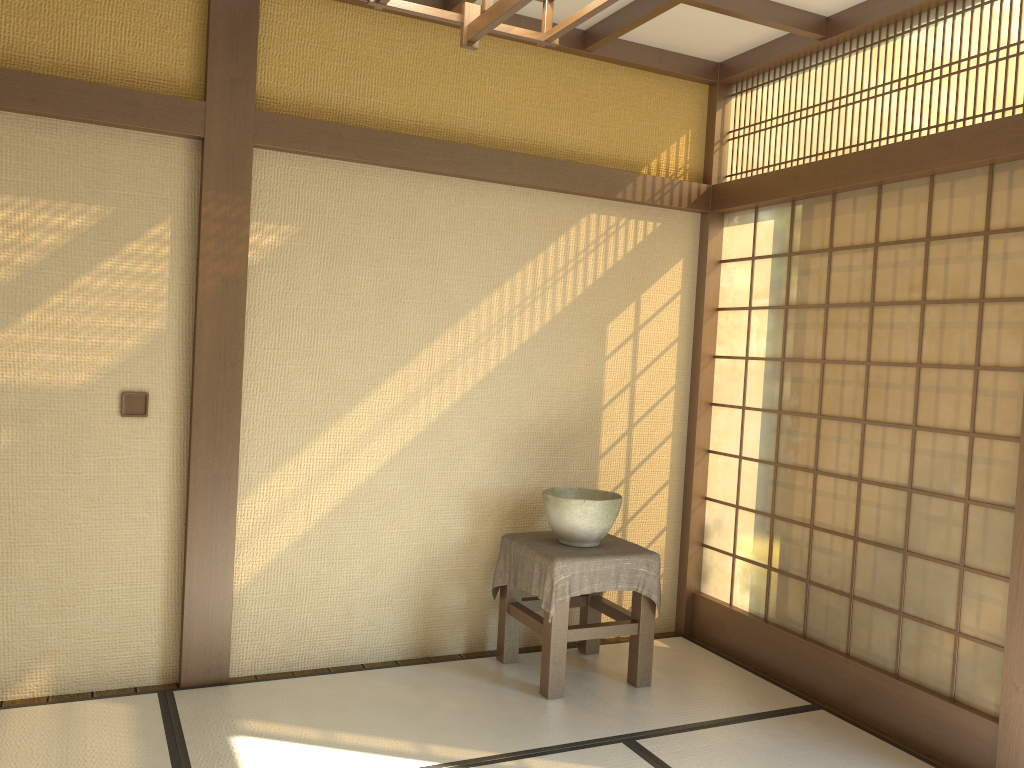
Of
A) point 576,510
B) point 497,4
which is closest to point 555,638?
point 576,510

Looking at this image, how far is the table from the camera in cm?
368

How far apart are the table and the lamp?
2.8 meters

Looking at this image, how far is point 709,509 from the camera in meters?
4.7 m

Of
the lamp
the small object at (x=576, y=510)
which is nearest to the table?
the small object at (x=576, y=510)

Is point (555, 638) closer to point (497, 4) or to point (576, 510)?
point (576, 510)

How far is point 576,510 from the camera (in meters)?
3.82

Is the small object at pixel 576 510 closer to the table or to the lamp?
the table

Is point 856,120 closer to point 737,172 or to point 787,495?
point 737,172

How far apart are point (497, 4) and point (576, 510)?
3.0m
